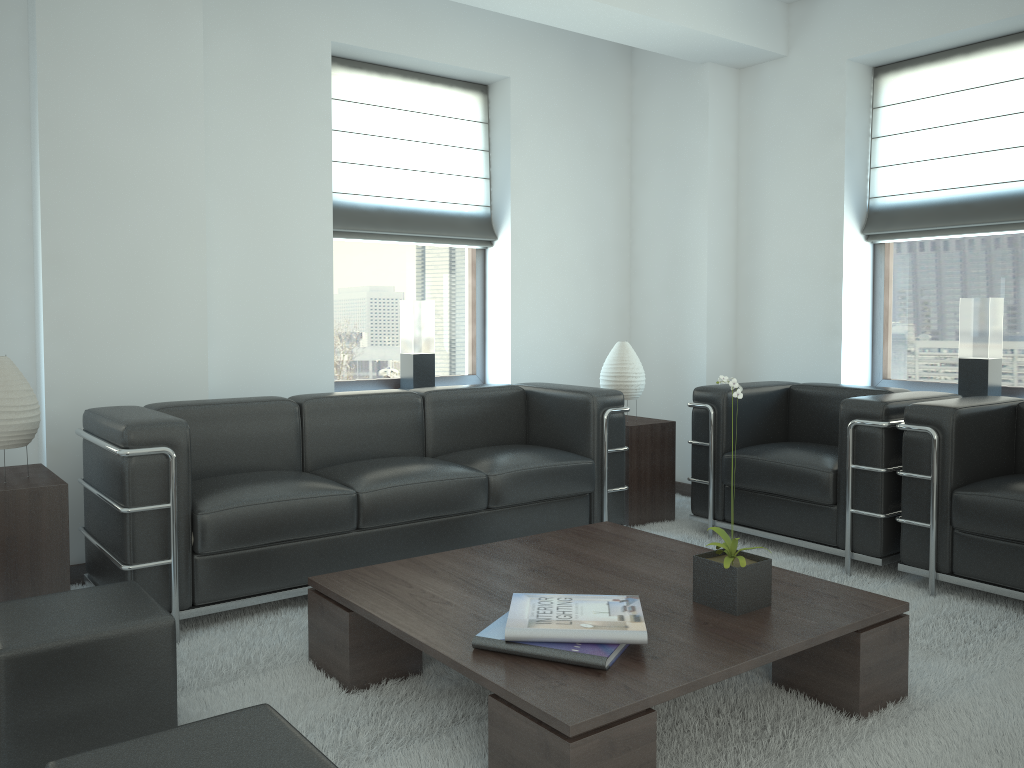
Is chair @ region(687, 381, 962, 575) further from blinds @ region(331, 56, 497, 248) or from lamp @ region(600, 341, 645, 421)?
blinds @ region(331, 56, 497, 248)

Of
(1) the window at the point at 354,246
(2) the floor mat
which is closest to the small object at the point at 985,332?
(2) the floor mat

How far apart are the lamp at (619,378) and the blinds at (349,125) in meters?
1.6

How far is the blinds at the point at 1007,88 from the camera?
6.5m

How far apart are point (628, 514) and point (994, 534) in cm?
269

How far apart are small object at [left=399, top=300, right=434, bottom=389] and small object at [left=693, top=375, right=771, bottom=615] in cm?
392

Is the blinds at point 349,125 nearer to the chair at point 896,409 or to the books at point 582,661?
the chair at point 896,409

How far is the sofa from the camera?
4.5 meters

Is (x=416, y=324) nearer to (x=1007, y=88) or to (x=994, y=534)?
(x=994, y=534)

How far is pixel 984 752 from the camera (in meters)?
3.41
